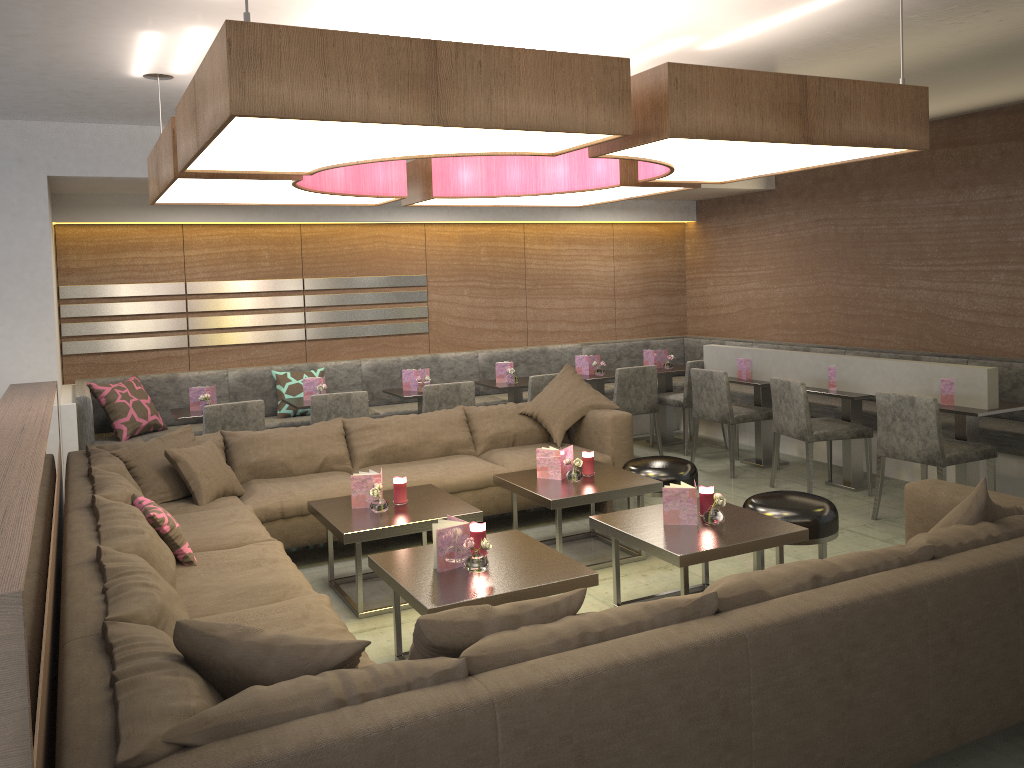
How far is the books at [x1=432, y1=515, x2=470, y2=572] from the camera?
3.30m

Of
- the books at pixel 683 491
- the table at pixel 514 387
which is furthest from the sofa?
the table at pixel 514 387

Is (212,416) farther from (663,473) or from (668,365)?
(668,365)

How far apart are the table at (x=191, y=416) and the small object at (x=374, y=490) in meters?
2.1

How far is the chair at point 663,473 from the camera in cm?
479

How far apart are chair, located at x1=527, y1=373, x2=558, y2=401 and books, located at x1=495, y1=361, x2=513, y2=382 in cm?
59

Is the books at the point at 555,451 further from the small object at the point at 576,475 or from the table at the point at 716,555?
the table at the point at 716,555

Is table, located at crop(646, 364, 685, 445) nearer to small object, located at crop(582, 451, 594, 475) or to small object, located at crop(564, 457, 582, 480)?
small object, located at crop(582, 451, 594, 475)

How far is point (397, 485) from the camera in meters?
4.3

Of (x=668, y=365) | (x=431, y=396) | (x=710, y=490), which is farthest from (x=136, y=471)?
(x=668, y=365)
